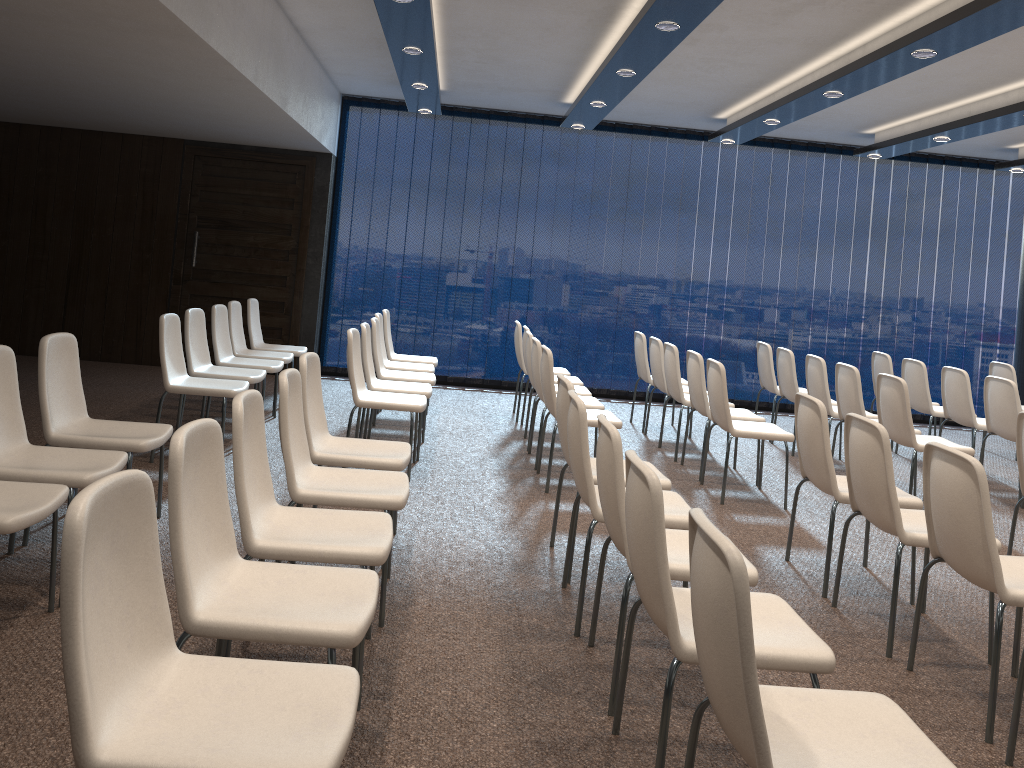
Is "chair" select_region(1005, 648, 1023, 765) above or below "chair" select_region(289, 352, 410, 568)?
below

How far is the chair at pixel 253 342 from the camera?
7.87m

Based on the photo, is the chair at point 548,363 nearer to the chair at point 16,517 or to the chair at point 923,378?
the chair at point 16,517

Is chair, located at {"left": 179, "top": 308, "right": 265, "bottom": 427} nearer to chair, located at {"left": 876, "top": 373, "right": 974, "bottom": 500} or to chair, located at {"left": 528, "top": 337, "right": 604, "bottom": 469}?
chair, located at {"left": 528, "top": 337, "right": 604, "bottom": 469}

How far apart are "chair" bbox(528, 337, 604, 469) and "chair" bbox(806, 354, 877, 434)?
2.0m

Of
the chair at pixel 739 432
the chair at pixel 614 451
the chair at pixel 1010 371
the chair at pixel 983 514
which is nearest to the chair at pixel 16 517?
the chair at pixel 614 451

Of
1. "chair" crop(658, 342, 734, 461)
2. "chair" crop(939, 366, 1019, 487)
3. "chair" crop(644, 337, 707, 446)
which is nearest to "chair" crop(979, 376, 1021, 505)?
"chair" crop(939, 366, 1019, 487)

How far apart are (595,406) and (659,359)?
1.5m

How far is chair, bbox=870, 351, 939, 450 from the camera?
8.4m

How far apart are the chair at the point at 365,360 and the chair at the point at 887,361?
4.60m
